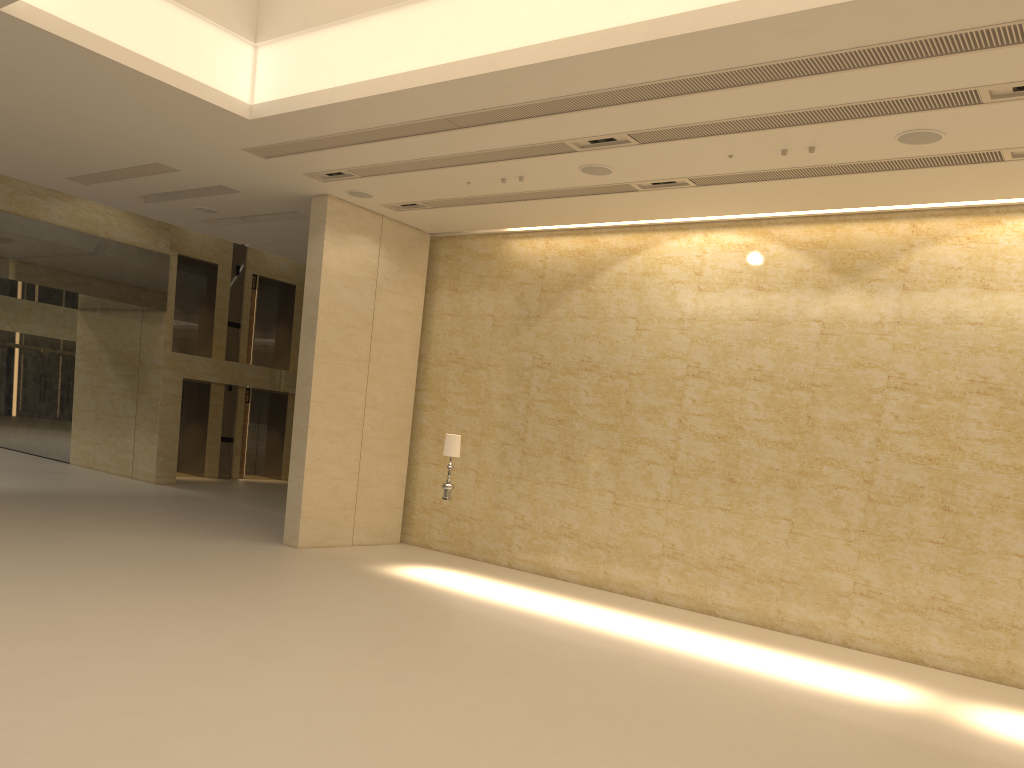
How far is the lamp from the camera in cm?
1345

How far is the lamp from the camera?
13.5 meters

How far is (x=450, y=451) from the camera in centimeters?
1345cm
